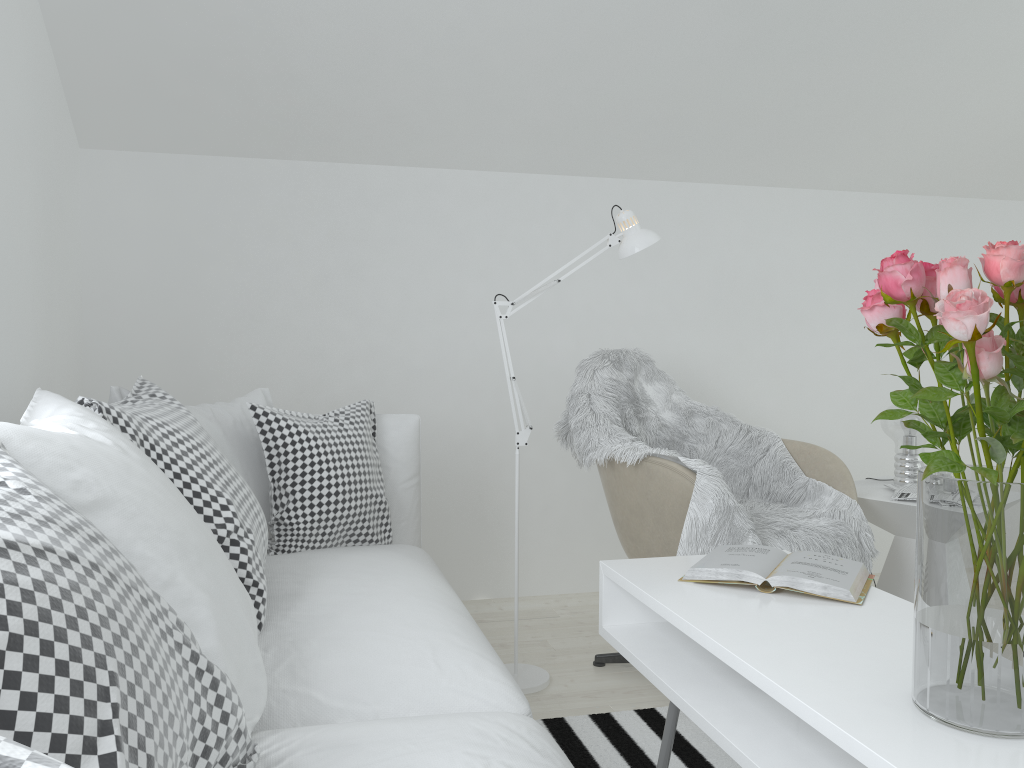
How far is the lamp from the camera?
2.51m

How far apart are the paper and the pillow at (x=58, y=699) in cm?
151

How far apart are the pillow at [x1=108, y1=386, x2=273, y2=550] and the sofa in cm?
18

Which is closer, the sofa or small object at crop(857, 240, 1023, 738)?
small object at crop(857, 240, 1023, 738)

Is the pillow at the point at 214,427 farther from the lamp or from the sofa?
the lamp

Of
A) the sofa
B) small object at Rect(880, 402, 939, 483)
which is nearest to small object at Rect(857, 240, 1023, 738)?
the sofa

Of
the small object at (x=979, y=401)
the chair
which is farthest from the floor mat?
the small object at (x=979, y=401)

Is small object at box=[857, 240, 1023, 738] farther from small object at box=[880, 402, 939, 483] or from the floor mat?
small object at box=[880, 402, 939, 483]

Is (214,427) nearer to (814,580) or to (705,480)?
(705,480)

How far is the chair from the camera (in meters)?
2.34
